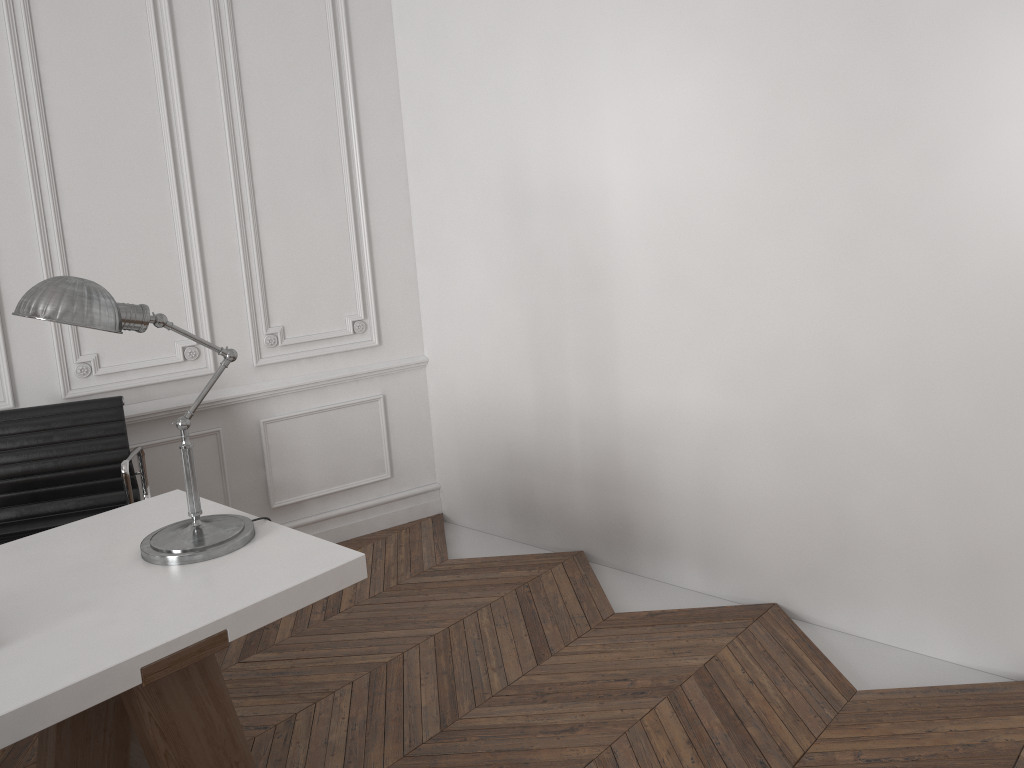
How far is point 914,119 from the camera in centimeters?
260cm

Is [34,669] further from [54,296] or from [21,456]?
[21,456]

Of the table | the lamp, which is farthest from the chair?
the lamp

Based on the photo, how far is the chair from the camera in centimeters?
316cm

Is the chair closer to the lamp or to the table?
the table

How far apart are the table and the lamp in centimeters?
1cm

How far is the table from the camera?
1.7 meters

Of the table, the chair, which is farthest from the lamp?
the chair

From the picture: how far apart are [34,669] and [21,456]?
1.74m

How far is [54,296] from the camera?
1.9m
